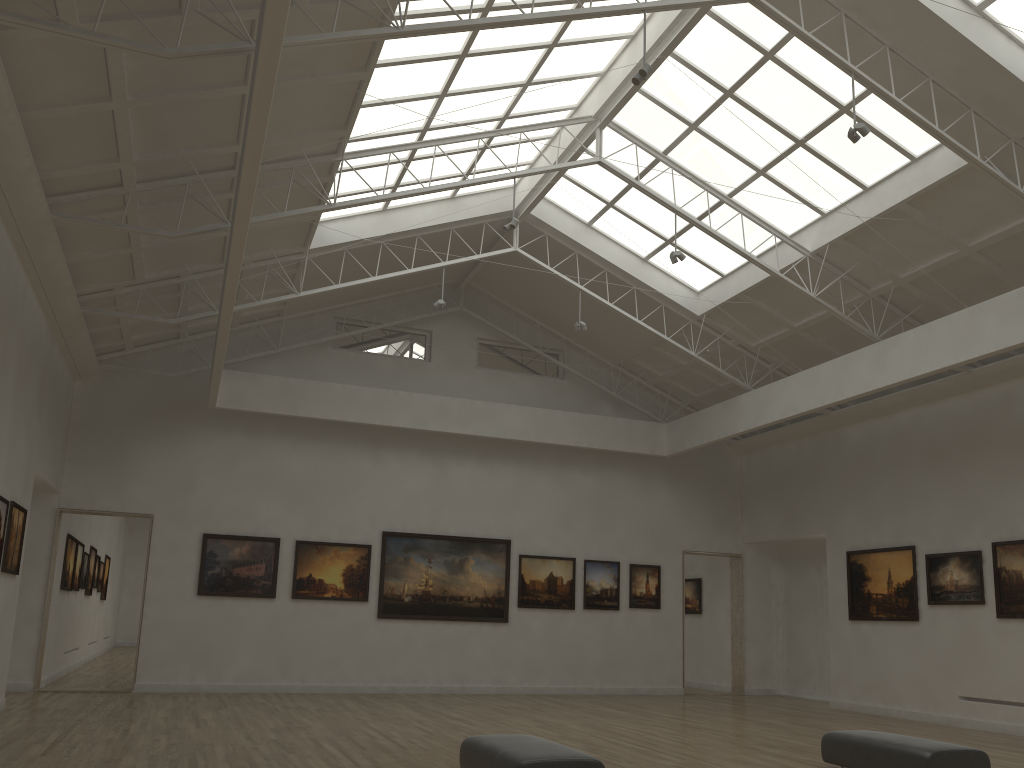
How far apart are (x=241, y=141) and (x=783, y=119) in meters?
12.8
